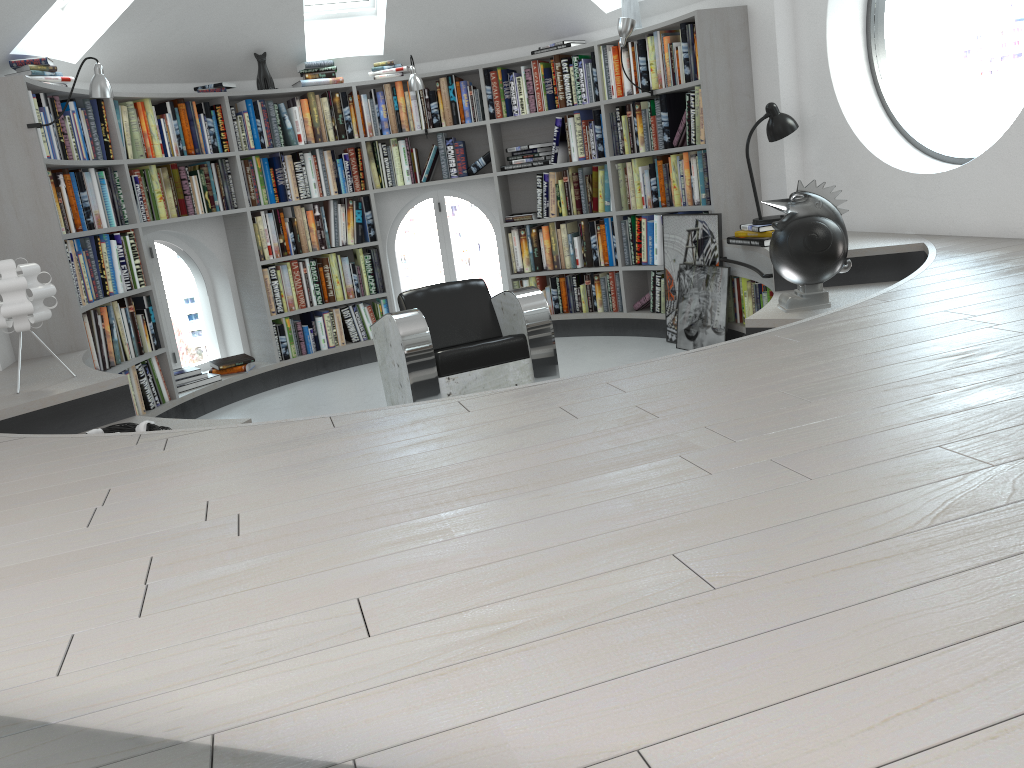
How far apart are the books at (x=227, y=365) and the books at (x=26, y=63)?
1.8 meters

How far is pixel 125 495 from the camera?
2.04m

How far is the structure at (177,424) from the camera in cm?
341

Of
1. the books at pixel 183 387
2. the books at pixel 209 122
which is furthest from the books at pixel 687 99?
the books at pixel 183 387

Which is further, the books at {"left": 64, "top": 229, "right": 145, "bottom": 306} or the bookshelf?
the books at {"left": 64, "top": 229, "right": 145, "bottom": 306}

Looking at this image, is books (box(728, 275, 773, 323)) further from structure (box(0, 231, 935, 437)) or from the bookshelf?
the bookshelf

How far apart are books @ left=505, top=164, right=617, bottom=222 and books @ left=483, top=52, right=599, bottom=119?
0.45m

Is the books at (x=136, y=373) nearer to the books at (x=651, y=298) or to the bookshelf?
the bookshelf

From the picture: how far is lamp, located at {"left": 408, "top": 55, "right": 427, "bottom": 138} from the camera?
6.12m

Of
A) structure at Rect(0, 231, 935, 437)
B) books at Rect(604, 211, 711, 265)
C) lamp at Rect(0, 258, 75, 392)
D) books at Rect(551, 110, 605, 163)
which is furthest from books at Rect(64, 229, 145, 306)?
books at Rect(604, 211, 711, 265)
